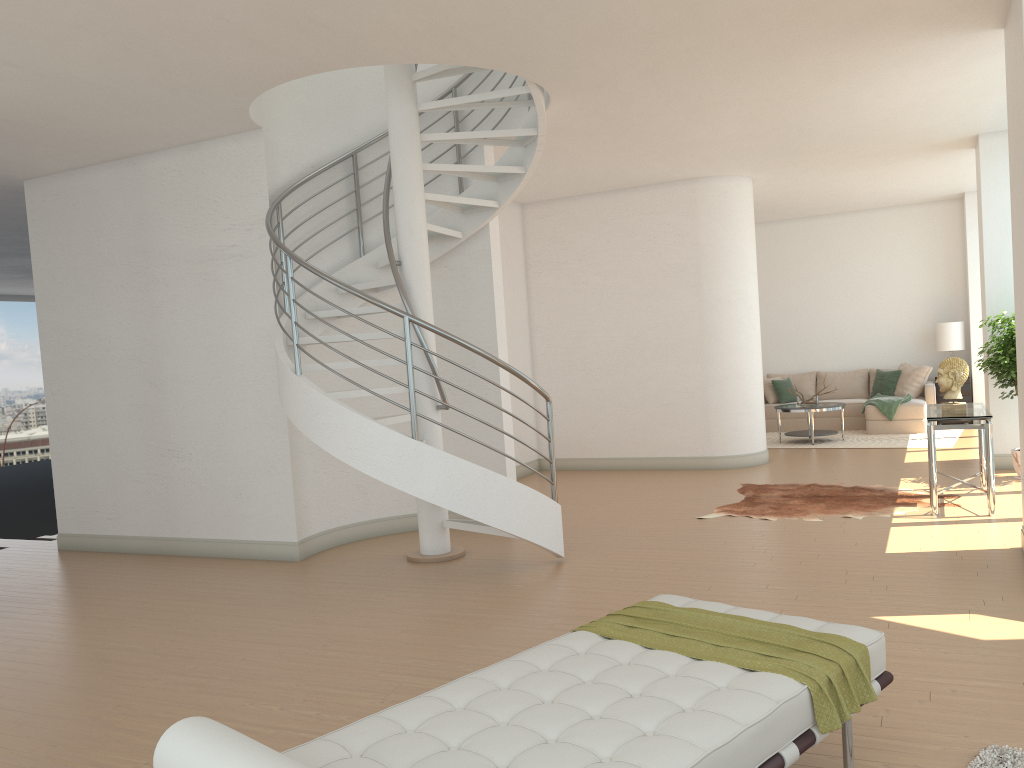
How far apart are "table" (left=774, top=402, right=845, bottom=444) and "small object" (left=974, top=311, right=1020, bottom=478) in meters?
3.2

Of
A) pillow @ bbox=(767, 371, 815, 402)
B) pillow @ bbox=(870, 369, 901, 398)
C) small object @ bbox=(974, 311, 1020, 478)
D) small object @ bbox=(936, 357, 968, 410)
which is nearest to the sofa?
pillow @ bbox=(870, 369, 901, 398)

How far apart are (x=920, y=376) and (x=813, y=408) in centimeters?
232cm

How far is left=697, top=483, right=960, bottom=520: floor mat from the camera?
7.47m

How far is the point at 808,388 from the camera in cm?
1418

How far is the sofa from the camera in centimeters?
1238cm

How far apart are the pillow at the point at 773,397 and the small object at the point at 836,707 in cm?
1105

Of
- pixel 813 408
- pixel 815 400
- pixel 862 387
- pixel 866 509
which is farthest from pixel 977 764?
pixel 862 387

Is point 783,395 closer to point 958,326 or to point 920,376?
point 920,376

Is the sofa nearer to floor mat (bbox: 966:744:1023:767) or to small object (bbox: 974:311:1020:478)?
small object (bbox: 974:311:1020:478)
